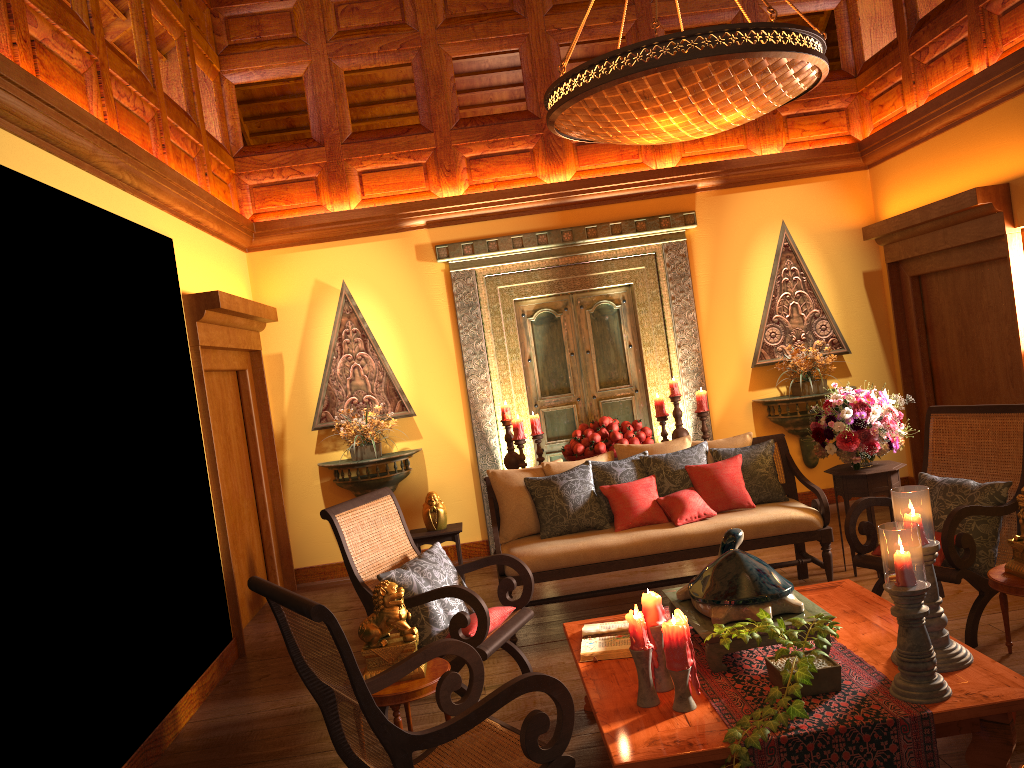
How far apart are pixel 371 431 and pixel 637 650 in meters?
4.2 m

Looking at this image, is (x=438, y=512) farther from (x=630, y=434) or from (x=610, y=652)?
(x=610, y=652)

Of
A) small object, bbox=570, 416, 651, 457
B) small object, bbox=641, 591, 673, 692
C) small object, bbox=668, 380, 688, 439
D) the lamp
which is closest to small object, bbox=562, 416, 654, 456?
small object, bbox=570, 416, 651, 457

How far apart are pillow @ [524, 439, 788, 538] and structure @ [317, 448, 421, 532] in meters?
1.9 m

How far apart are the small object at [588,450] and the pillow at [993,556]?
2.1 meters

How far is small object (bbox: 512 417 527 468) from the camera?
6.36m

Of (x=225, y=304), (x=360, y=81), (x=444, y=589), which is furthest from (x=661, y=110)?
(x=360, y=81)

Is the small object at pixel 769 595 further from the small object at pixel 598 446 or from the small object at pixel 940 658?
the small object at pixel 598 446

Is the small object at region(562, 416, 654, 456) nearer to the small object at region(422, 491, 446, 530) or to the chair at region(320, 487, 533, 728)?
the small object at region(422, 491, 446, 530)

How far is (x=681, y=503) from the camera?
4.84m
